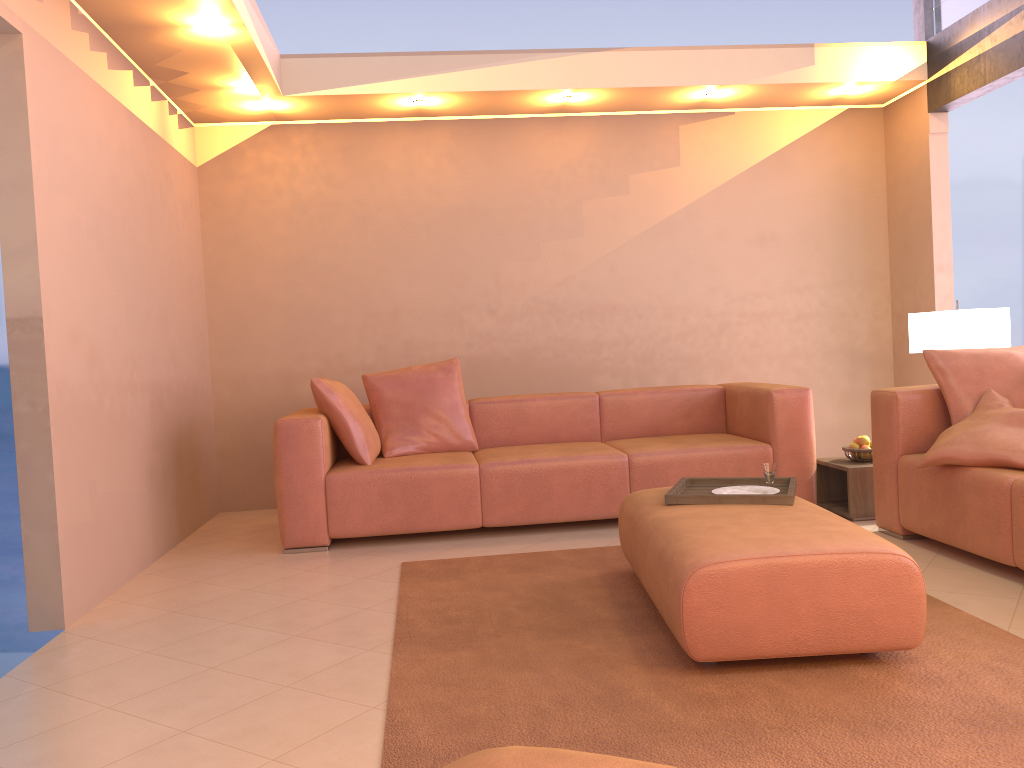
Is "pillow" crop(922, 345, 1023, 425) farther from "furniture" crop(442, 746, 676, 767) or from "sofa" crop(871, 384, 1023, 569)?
"furniture" crop(442, 746, 676, 767)

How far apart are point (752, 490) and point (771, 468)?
0.13m

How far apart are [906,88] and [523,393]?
3.1 meters

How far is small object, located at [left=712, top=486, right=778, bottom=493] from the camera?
3.3m

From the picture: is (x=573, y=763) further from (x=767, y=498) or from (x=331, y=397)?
(x=331, y=397)

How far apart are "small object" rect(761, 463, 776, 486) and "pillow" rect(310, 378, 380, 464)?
2.04m

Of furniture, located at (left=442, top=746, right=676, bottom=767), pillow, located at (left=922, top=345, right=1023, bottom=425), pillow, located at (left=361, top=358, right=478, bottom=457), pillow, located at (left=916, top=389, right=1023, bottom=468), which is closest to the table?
pillow, located at (left=922, top=345, right=1023, bottom=425)

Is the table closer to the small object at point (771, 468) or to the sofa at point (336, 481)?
the sofa at point (336, 481)

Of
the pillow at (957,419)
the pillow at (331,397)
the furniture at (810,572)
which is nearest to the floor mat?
the furniture at (810,572)

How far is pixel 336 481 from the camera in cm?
433
